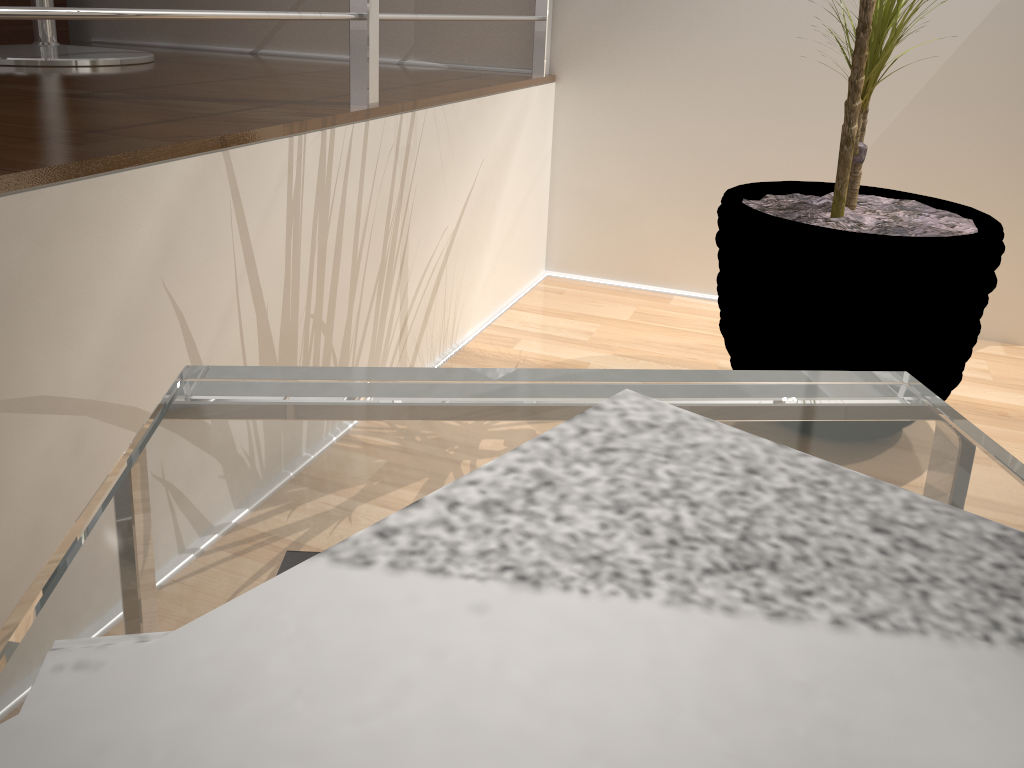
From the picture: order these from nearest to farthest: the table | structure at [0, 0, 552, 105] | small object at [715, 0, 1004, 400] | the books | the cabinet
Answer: the books → the table → structure at [0, 0, 552, 105] → small object at [715, 0, 1004, 400] → the cabinet

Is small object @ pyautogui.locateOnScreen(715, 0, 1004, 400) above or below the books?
below

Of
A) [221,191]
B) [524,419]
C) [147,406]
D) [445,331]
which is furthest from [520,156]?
[524,419]

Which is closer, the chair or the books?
the books

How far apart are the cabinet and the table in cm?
198

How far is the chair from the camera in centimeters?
149cm

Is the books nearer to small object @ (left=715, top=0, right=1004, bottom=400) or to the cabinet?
small object @ (left=715, top=0, right=1004, bottom=400)

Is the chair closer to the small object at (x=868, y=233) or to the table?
the small object at (x=868, y=233)

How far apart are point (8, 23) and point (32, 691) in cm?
227

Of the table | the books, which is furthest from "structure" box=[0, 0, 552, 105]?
the books
